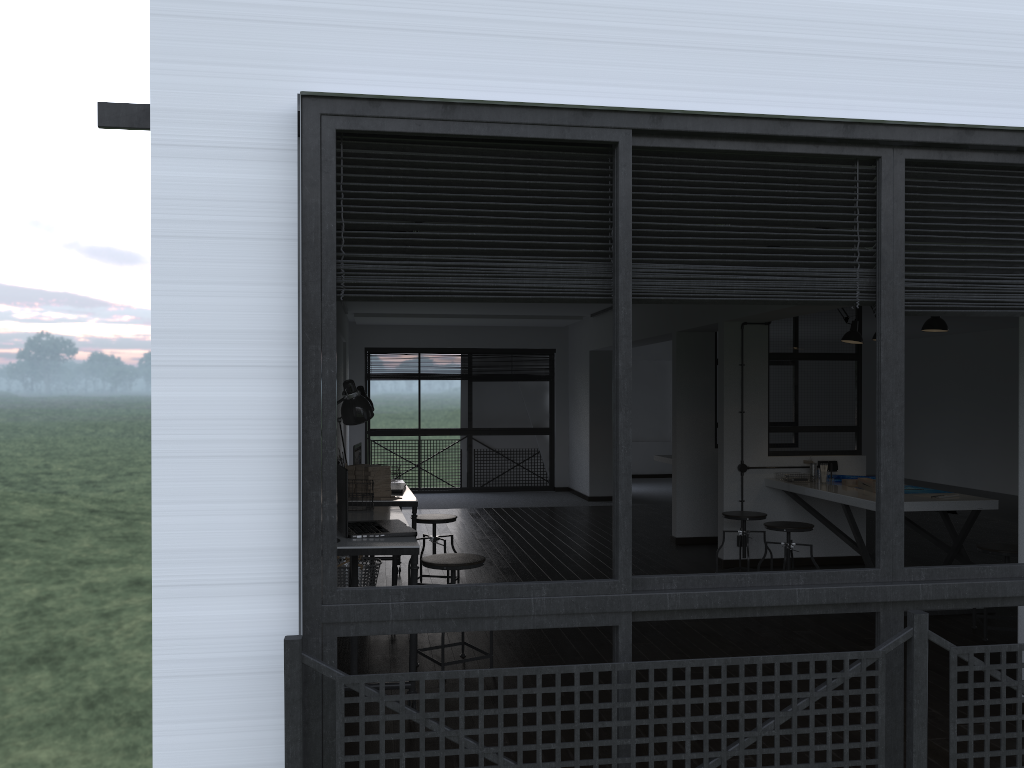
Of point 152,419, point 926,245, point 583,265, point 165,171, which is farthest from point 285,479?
point 926,245

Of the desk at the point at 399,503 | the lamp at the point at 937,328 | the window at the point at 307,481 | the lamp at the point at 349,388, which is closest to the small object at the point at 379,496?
the desk at the point at 399,503

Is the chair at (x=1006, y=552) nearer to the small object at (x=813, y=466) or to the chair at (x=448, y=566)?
the small object at (x=813, y=466)

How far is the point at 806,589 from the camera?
2.2 meters

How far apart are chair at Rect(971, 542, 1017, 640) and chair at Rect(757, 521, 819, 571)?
1.03m

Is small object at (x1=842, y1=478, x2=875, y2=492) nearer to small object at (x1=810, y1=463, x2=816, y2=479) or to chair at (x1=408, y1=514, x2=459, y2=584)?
small object at (x1=810, y1=463, x2=816, y2=479)

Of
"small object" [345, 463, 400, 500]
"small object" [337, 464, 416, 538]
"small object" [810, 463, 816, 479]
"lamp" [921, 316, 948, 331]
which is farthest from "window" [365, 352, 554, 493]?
"small object" [337, 464, 416, 538]

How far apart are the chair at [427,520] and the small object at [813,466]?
2.9 meters

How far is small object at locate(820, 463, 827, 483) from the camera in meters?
6.6 m

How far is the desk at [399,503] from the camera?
5.39m
